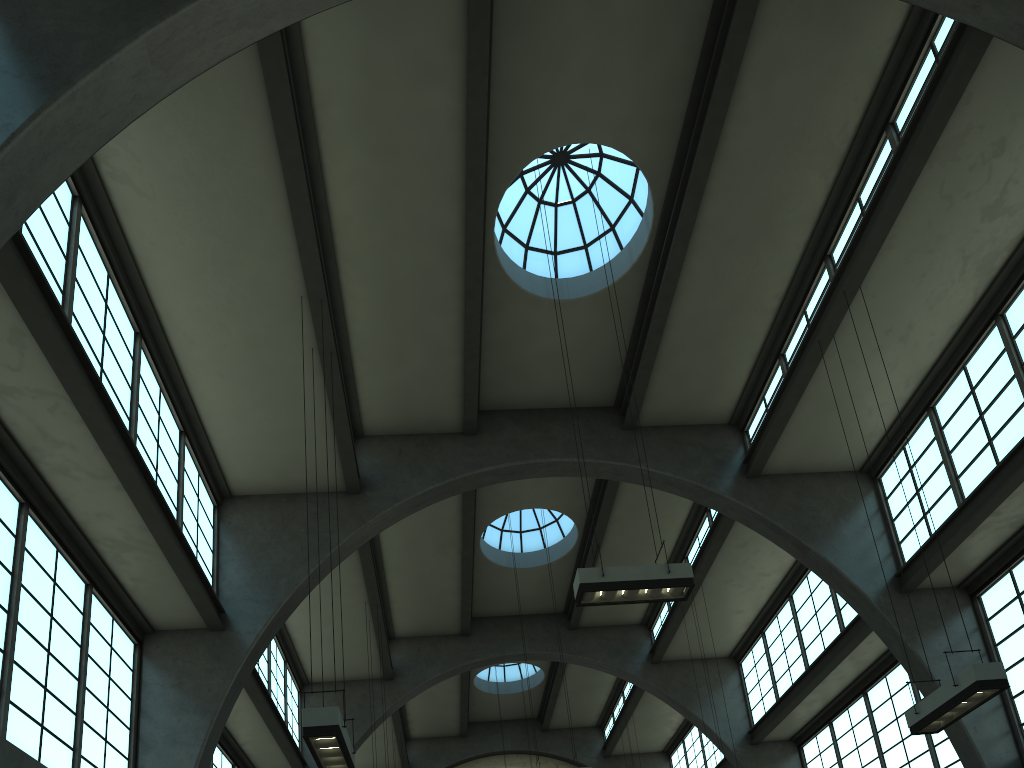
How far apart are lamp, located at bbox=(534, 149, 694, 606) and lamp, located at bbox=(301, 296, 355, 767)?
3.21m

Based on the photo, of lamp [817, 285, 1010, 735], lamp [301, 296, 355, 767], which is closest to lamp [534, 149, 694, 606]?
lamp [817, 285, 1010, 735]

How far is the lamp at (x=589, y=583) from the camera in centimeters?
1016cm

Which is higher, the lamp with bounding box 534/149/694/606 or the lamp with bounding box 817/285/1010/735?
the lamp with bounding box 534/149/694/606

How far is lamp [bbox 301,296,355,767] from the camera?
8.13m

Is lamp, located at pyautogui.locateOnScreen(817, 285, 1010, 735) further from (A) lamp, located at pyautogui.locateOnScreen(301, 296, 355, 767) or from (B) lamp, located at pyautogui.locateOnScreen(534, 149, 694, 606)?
(A) lamp, located at pyautogui.locateOnScreen(301, 296, 355, 767)

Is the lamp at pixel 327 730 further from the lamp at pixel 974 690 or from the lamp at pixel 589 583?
the lamp at pixel 974 690

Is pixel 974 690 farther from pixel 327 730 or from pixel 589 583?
pixel 327 730

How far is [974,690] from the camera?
9.1m

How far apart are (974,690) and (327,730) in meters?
7.3 m
